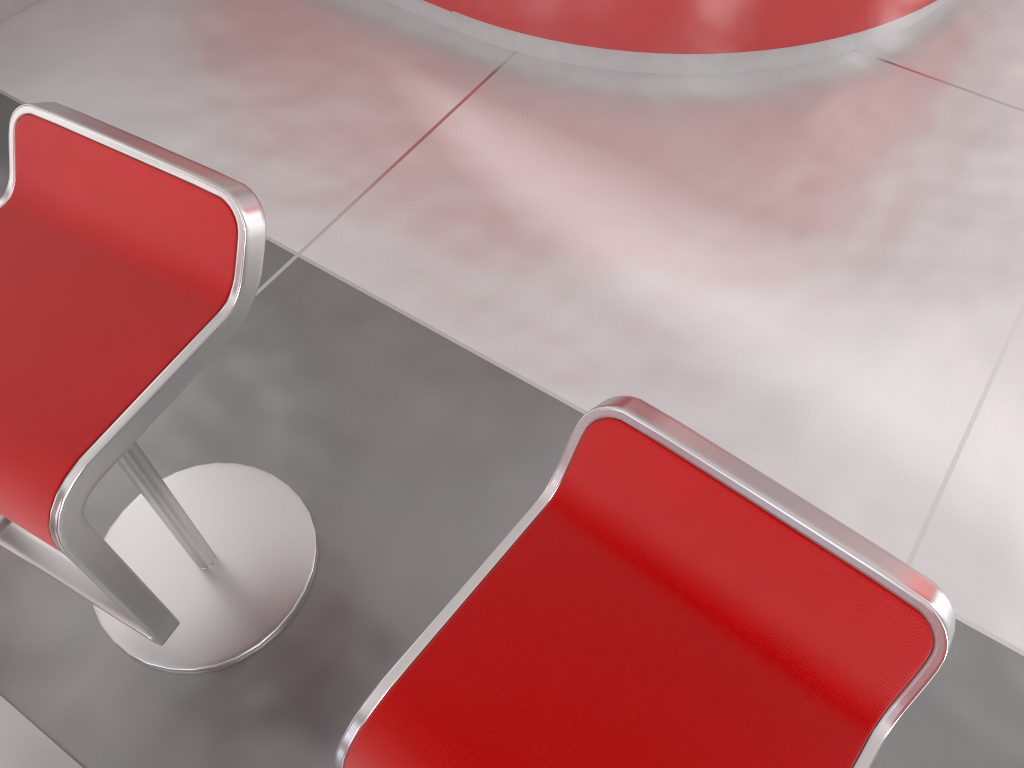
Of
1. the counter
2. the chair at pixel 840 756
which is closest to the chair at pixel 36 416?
the chair at pixel 840 756

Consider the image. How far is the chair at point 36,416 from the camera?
1.01m

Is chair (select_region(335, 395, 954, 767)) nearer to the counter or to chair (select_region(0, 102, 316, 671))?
chair (select_region(0, 102, 316, 671))

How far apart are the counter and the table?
2.01m

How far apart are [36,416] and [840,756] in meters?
0.9 m

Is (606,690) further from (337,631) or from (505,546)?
(337,631)

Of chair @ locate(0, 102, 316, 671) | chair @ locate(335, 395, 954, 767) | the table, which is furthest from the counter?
the table

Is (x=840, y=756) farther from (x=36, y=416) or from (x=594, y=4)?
(x=594, y=4)

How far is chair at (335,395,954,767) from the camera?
0.80m

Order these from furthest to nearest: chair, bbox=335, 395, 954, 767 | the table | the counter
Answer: the counter < the table < chair, bbox=335, 395, 954, 767
